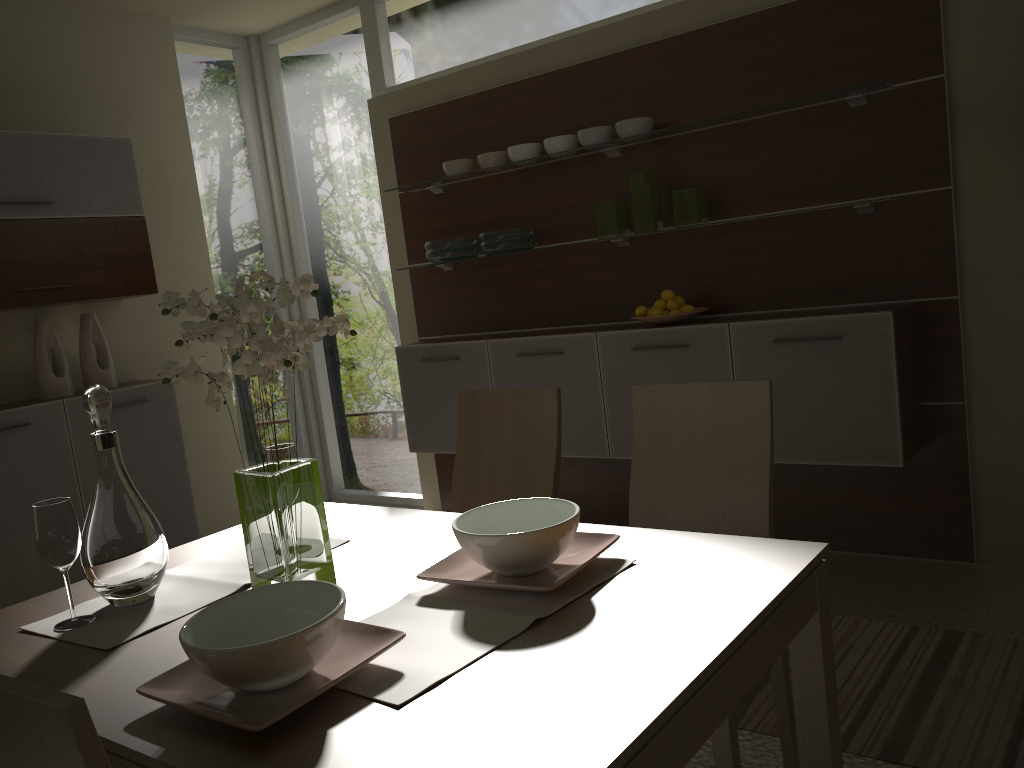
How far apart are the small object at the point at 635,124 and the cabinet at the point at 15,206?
2.4 meters

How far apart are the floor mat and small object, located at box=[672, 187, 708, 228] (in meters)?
1.64

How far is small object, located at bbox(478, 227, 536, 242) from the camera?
4.2m

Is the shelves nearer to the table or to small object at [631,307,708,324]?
small object at [631,307,708,324]

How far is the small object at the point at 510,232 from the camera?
4.2m

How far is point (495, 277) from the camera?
4.6m

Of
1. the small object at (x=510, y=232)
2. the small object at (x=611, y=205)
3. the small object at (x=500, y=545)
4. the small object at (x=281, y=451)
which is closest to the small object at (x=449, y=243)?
the small object at (x=510, y=232)

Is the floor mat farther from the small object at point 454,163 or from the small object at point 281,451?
the small object at point 454,163

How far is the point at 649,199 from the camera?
3.77m

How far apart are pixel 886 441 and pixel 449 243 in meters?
2.2
